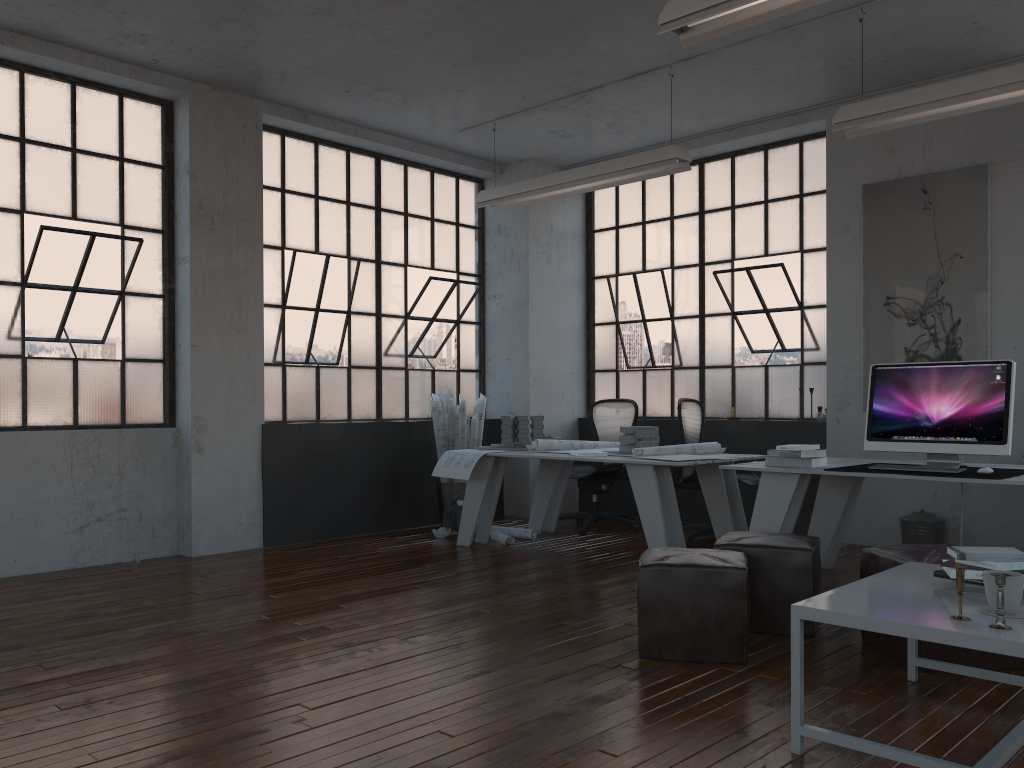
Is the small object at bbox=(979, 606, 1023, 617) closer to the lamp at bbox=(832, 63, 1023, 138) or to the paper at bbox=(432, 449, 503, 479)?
the lamp at bbox=(832, 63, 1023, 138)

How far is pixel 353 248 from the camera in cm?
738

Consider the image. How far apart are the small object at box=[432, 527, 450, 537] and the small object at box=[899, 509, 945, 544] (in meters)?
3.26

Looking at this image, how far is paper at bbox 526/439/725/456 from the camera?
5.8m

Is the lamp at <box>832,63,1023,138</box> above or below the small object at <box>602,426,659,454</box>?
above

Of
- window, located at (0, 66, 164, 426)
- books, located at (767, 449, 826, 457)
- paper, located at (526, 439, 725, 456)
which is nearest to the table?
books, located at (767, 449, 826, 457)

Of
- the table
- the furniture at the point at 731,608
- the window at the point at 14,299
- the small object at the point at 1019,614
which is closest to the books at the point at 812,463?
the furniture at the point at 731,608

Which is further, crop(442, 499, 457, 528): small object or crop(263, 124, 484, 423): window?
crop(442, 499, 457, 528): small object

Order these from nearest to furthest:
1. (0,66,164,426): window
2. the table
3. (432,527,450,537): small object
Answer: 1. the table
2. (0,66,164,426): window
3. (432,527,450,537): small object

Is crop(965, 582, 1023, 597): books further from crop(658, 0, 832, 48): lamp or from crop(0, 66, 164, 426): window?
crop(0, 66, 164, 426): window
